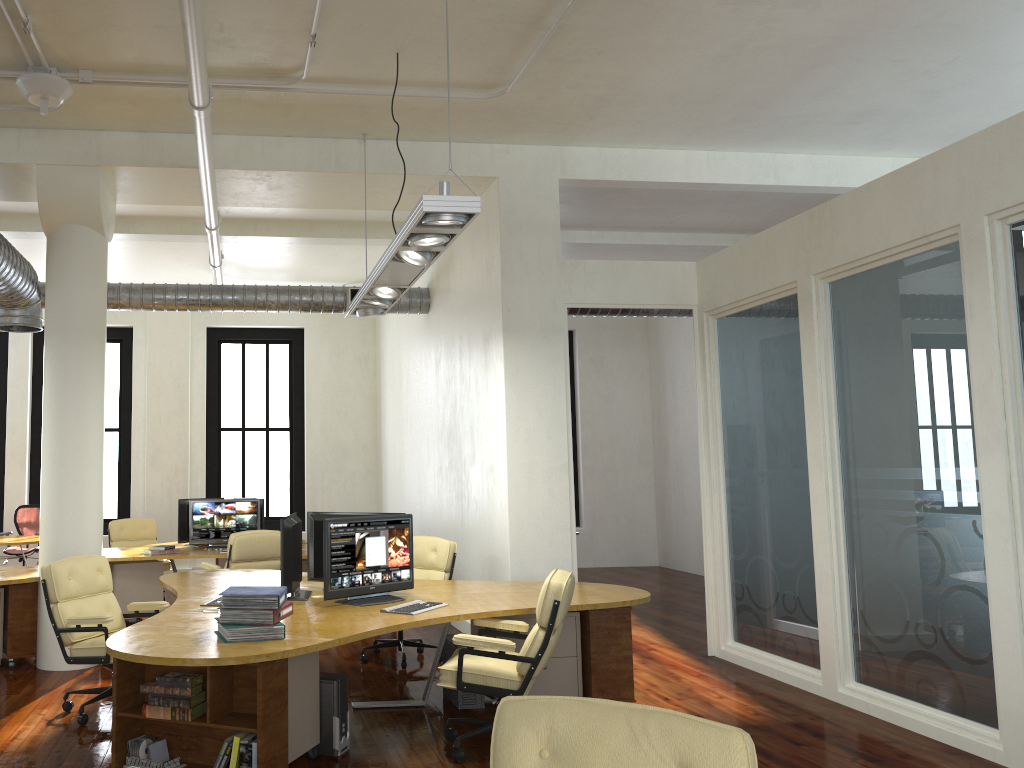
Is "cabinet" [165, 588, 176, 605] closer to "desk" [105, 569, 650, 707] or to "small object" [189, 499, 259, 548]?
"desk" [105, 569, 650, 707]

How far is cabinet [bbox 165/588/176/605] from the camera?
7.18m

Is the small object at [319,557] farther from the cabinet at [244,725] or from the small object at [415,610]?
the cabinet at [244,725]

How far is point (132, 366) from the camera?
14.23m

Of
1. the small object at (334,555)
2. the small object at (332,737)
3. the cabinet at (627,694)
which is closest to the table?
the small object at (334,555)

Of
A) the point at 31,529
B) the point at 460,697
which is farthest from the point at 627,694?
the point at 31,529

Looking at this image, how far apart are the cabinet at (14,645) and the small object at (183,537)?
2.9 meters

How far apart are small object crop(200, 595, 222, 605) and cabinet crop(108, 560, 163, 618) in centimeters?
380cm

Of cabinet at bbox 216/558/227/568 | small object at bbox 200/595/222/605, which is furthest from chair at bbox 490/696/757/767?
cabinet at bbox 216/558/227/568

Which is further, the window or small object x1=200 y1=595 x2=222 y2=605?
the window
